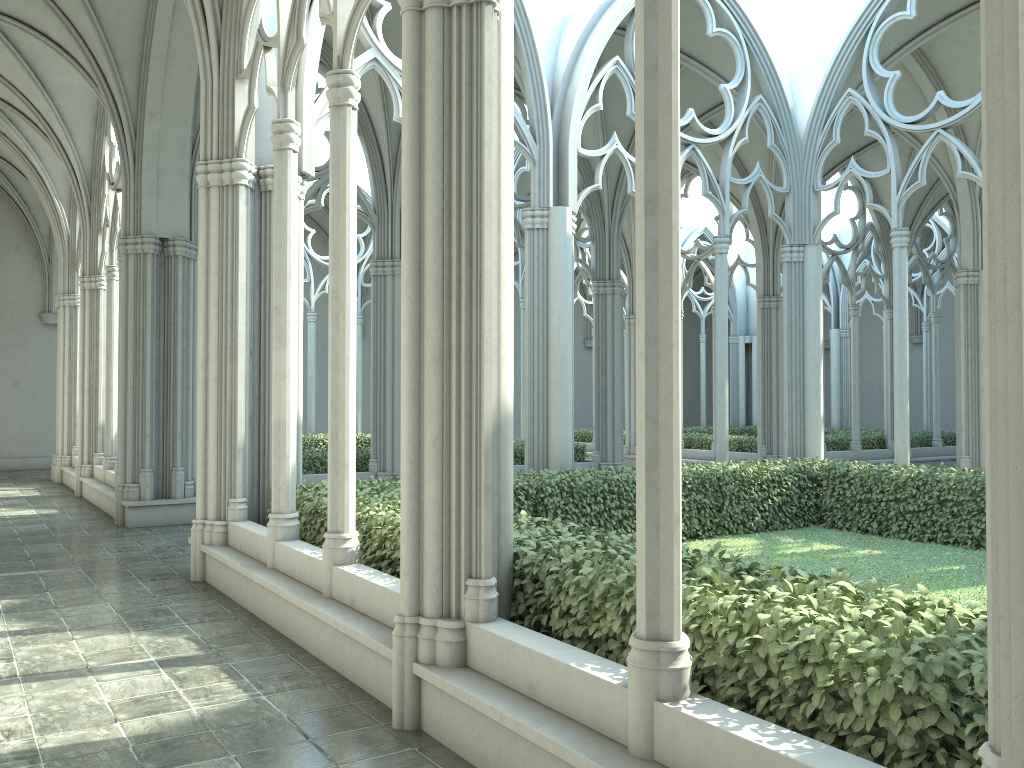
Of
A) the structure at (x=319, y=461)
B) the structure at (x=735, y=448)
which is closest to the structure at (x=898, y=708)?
the structure at (x=319, y=461)

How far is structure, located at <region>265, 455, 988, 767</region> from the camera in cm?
295

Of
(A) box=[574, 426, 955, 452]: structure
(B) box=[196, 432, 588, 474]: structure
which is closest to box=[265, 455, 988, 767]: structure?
(B) box=[196, 432, 588, 474]: structure

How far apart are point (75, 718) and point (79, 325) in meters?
13.2

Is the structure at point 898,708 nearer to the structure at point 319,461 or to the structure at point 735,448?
the structure at point 319,461

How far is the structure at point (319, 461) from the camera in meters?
14.4 m

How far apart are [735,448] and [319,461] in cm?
1068

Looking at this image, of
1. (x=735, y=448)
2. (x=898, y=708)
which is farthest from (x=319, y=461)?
(x=898, y=708)

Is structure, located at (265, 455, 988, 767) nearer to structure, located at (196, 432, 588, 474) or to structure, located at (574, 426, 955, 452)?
structure, located at (196, 432, 588, 474)

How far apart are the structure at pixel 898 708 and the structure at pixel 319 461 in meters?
5.3 m
